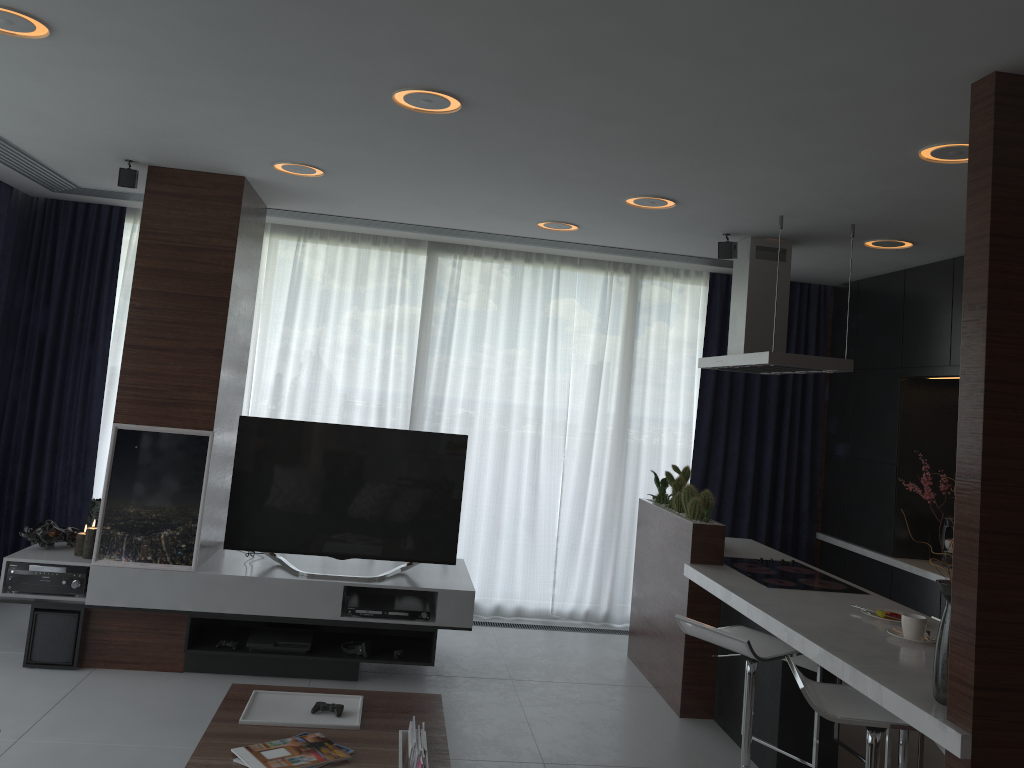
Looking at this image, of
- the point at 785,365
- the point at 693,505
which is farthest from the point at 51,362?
the point at 785,365

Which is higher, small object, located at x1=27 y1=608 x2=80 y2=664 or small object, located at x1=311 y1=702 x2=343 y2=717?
small object, located at x1=311 y1=702 x2=343 y2=717

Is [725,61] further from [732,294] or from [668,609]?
[668,609]

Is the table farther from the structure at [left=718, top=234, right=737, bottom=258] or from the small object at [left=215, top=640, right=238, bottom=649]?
the structure at [left=718, top=234, right=737, bottom=258]

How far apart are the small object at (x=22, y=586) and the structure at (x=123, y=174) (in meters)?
1.96

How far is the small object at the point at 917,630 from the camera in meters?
3.3

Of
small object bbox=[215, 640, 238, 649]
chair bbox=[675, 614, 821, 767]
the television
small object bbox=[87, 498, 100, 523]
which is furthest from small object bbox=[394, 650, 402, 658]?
small object bbox=[87, 498, 100, 523]

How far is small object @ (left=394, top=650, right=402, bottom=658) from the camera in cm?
467

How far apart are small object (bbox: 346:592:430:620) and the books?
1.61m

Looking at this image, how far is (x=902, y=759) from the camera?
3.66m
